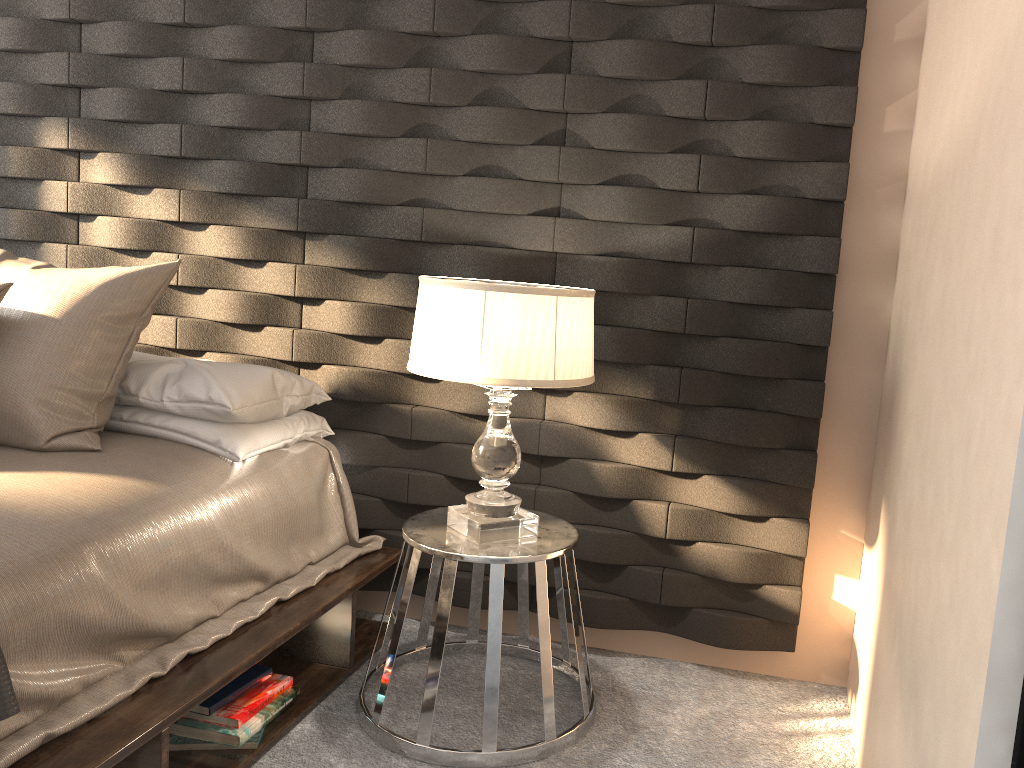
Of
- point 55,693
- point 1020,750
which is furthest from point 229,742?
point 1020,750

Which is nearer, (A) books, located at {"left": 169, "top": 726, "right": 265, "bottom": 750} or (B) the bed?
(B) the bed

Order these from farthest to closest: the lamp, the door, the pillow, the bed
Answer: the pillow → the lamp → the bed → the door

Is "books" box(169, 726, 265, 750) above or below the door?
below

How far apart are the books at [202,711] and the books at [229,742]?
0.0 meters

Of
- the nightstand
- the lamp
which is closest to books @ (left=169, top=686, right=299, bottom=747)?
the nightstand

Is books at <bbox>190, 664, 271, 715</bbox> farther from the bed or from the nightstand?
the nightstand

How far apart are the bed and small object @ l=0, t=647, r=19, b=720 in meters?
0.1 m

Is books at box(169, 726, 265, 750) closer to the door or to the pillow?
the pillow

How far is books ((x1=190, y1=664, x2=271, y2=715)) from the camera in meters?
2.1 m
